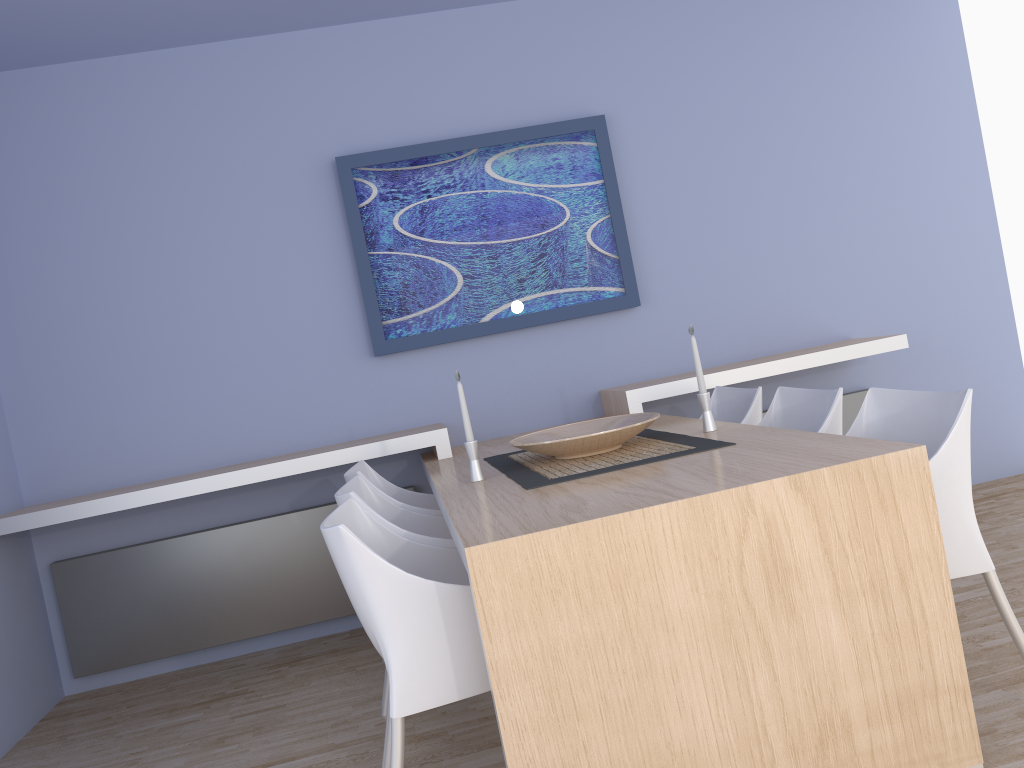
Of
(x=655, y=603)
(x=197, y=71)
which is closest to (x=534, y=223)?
(x=197, y=71)

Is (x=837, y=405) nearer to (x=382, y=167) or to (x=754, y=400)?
(x=754, y=400)

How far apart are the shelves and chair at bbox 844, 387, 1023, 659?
1.28m

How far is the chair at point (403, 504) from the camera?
3.0 meters

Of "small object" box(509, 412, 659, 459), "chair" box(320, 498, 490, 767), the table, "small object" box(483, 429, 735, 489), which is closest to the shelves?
the table

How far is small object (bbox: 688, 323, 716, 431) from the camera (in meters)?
2.81

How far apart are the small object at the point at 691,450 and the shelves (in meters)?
0.45

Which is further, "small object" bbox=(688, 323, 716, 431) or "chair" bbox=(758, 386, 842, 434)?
"small object" bbox=(688, 323, 716, 431)

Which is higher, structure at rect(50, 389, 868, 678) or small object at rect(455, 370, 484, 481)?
small object at rect(455, 370, 484, 481)

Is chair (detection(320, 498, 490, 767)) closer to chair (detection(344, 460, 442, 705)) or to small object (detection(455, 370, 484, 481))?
small object (detection(455, 370, 484, 481))
